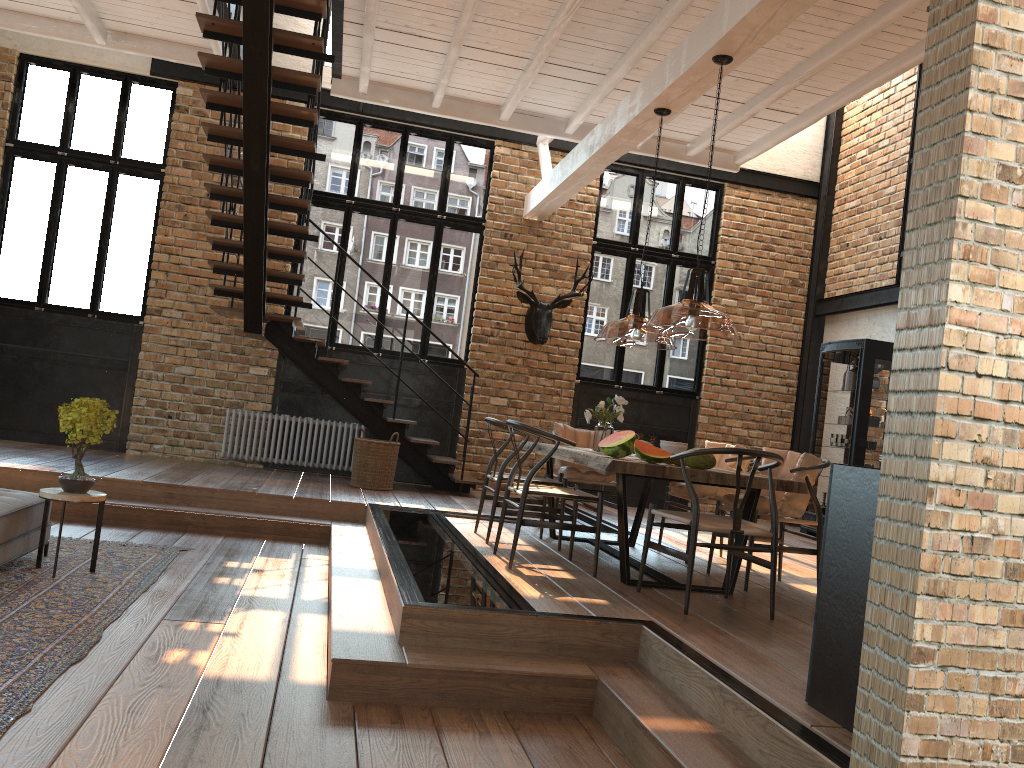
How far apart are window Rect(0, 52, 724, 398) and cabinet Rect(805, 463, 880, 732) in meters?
7.5

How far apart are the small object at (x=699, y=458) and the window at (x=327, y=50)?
7.4m

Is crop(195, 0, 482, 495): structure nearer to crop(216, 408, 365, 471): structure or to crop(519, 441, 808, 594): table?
crop(216, 408, 365, 471): structure

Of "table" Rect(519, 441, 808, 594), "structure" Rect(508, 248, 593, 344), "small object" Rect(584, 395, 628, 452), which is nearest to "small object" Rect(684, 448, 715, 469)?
"table" Rect(519, 441, 808, 594)

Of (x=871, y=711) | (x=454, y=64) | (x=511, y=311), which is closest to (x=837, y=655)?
(x=871, y=711)

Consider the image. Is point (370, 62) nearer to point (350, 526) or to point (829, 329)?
point (350, 526)

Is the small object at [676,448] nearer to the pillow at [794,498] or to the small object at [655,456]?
the pillow at [794,498]

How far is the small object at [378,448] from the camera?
8.86m

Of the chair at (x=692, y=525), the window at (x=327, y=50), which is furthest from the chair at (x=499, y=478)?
the window at (x=327, y=50)

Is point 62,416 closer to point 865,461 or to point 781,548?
point 781,548
